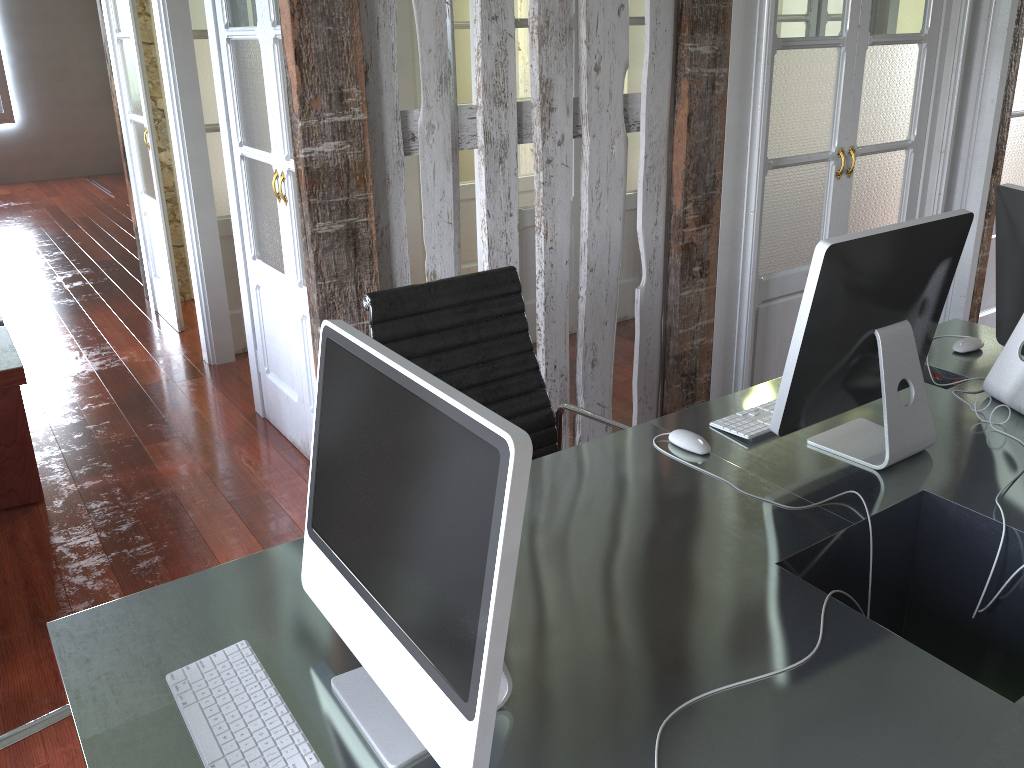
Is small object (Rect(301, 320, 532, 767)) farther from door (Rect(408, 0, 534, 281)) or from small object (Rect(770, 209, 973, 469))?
door (Rect(408, 0, 534, 281))

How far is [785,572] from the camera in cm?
148

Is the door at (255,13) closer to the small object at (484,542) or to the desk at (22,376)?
the desk at (22,376)

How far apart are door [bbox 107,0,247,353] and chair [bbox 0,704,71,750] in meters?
3.4 m

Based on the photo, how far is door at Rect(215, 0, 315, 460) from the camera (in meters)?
2.98

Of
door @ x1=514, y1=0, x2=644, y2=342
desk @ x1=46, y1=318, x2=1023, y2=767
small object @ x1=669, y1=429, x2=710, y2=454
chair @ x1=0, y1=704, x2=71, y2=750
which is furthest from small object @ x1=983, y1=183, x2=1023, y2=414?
door @ x1=514, y1=0, x2=644, y2=342

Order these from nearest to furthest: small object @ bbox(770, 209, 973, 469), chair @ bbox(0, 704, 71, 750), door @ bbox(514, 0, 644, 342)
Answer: chair @ bbox(0, 704, 71, 750)
small object @ bbox(770, 209, 973, 469)
door @ bbox(514, 0, 644, 342)

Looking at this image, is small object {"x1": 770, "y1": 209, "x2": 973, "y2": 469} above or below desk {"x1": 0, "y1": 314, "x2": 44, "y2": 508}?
above

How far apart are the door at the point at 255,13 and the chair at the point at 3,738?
2.00m

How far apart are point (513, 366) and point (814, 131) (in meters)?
1.72
